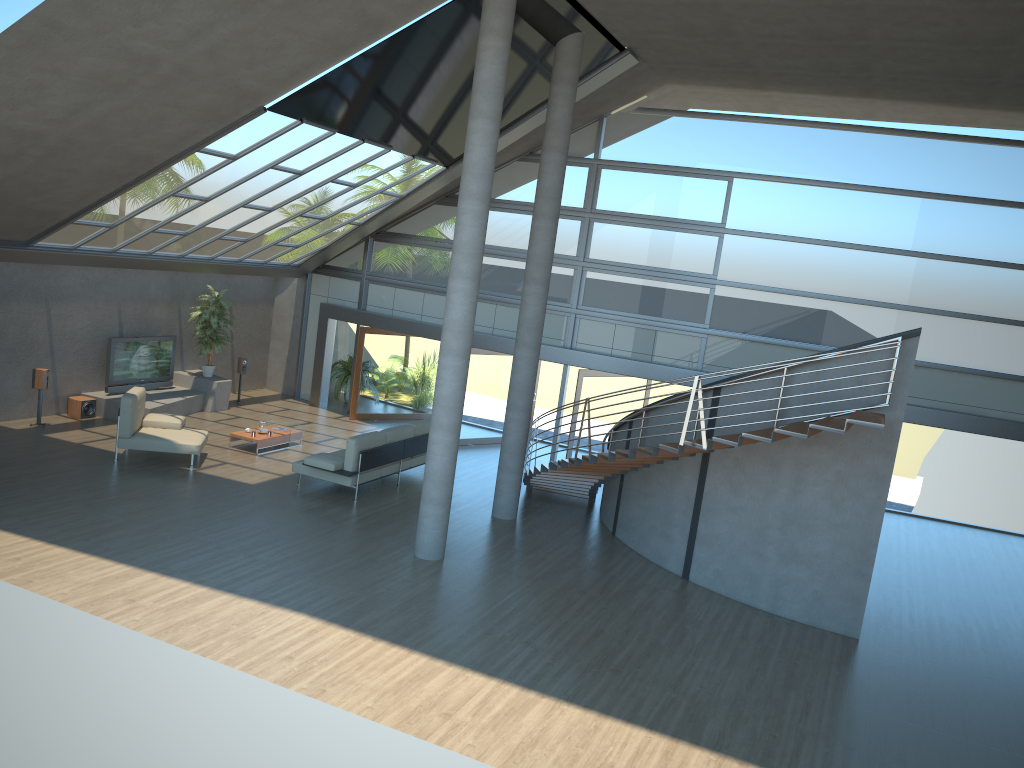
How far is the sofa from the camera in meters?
12.8

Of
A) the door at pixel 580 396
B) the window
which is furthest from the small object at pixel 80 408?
the door at pixel 580 396

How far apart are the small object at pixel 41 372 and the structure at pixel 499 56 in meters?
7.7 m

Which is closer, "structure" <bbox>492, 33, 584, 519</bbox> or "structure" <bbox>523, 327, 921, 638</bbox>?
"structure" <bbox>523, 327, 921, 638</bbox>

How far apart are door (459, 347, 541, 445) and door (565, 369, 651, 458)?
2.29m

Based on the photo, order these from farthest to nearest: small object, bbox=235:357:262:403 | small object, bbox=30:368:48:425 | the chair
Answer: small object, bbox=235:357:262:403 < small object, bbox=30:368:48:425 < the chair

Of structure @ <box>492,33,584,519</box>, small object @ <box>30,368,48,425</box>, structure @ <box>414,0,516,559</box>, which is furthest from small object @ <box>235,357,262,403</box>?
structure @ <box>414,0,516,559</box>

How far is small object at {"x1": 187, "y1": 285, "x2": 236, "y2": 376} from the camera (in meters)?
17.46

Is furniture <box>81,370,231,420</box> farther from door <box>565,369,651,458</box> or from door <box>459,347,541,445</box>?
door <box>565,369,651,458</box>

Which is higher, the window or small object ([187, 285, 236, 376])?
the window
